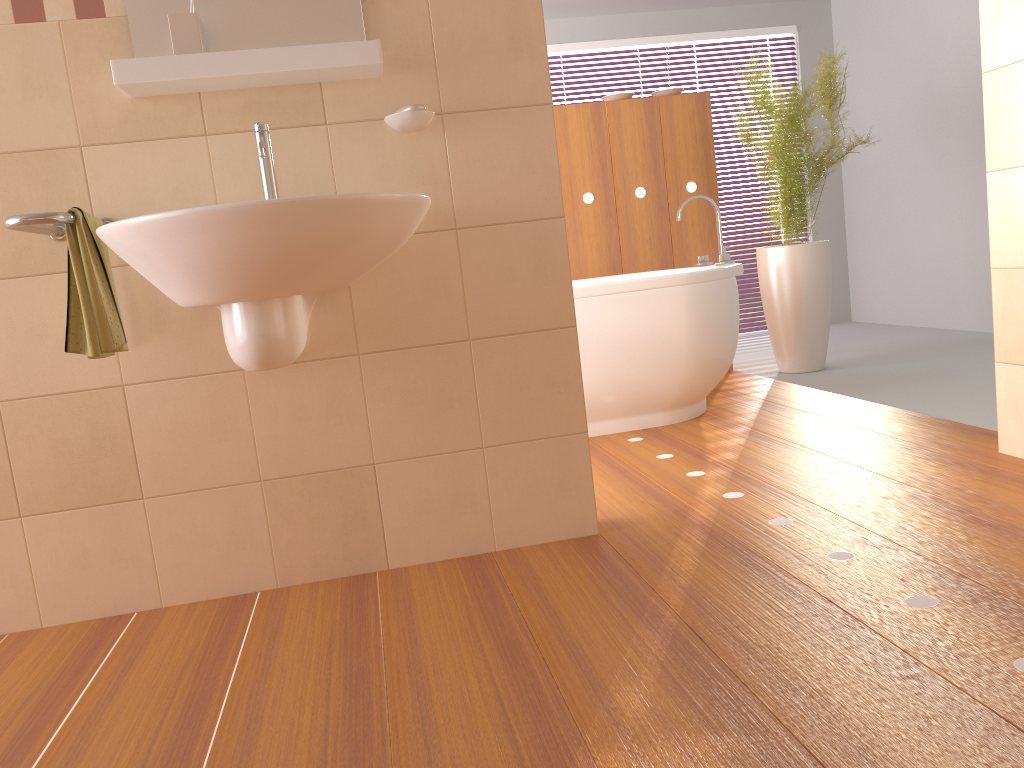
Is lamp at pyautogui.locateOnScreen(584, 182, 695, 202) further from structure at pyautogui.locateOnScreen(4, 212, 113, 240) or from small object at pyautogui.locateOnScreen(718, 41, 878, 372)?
structure at pyautogui.locateOnScreen(4, 212, 113, 240)

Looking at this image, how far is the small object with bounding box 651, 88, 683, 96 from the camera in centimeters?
462cm

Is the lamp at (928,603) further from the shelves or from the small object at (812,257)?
the small object at (812,257)

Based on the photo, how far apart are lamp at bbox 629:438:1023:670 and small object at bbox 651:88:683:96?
3.3m

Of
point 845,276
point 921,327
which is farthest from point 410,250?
point 845,276

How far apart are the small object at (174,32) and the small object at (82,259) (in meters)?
0.40

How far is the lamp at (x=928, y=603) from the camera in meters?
1.6 m

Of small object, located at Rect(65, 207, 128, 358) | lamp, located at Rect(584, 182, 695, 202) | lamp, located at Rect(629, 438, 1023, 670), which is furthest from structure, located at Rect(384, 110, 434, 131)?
lamp, located at Rect(584, 182, 695, 202)

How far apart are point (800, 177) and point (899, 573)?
3.0 meters

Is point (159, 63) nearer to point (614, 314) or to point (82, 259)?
point (82, 259)
